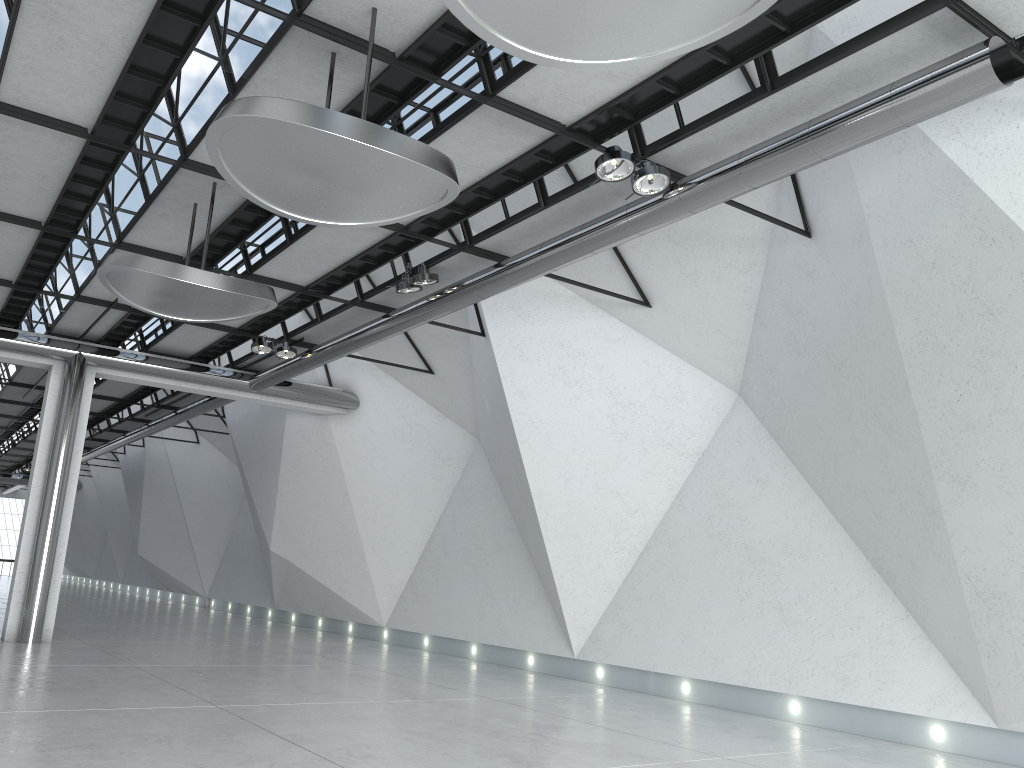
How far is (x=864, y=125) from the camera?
37.80m
